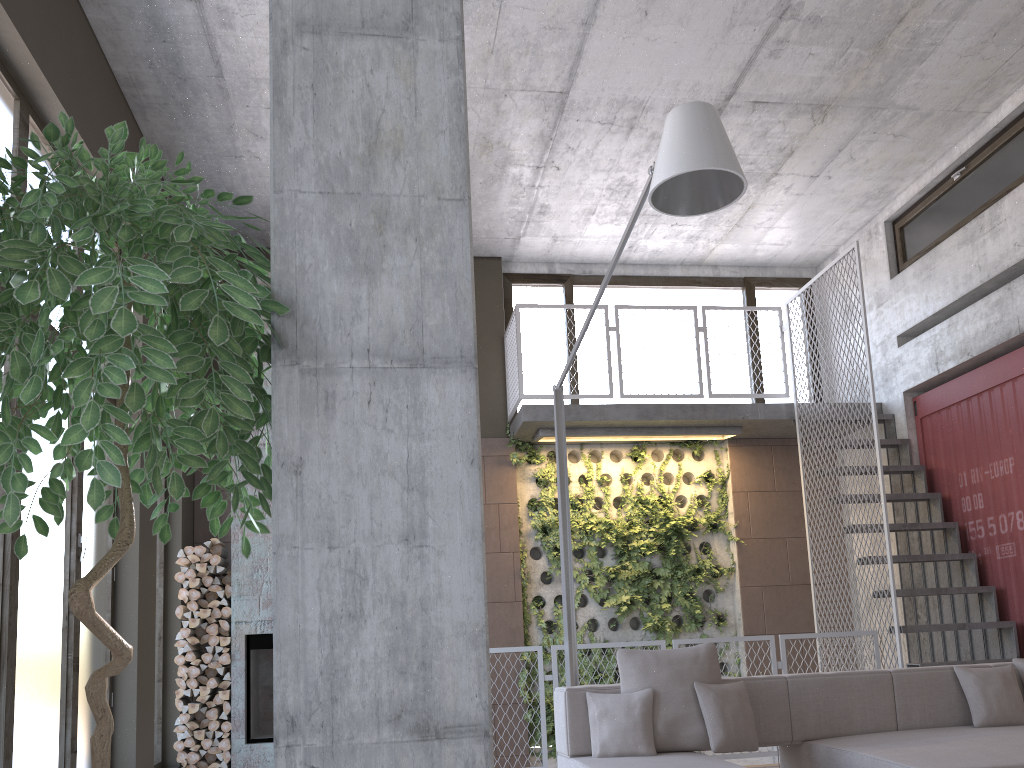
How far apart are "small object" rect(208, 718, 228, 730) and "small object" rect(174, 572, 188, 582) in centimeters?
118cm

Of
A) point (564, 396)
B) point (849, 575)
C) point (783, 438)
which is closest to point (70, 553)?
point (564, 396)

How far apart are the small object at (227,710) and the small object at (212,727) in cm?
10

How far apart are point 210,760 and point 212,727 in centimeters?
30cm

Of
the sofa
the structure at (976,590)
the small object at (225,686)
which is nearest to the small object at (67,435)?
the sofa

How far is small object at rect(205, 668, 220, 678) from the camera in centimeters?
737cm

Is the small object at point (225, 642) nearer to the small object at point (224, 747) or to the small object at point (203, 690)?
the small object at point (203, 690)

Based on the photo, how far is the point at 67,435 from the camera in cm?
154

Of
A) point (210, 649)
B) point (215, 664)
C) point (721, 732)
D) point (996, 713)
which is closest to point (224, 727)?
point (215, 664)

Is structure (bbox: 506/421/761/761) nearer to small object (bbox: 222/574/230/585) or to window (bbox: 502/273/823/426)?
window (bbox: 502/273/823/426)
